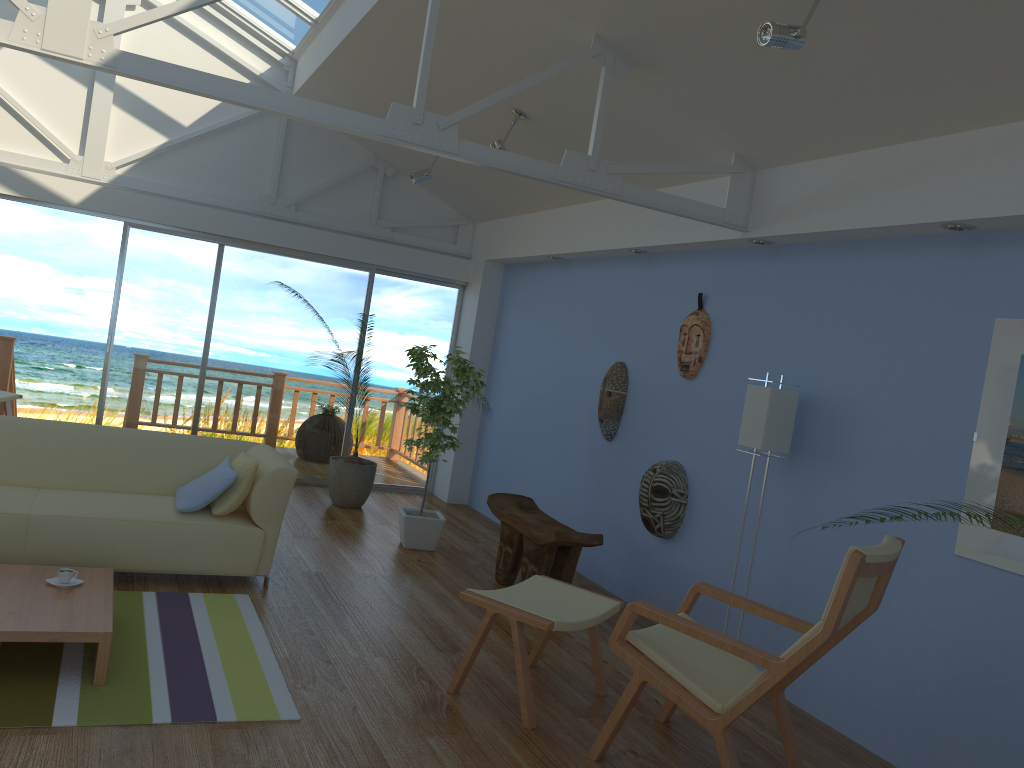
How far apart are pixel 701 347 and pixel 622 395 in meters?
0.9

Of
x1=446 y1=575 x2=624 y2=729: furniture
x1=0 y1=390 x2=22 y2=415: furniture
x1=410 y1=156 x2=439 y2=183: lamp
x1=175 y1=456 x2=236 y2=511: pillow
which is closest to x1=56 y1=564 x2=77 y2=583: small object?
x1=175 y1=456 x2=236 y2=511: pillow

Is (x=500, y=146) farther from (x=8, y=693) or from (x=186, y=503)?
(x=8, y=693)

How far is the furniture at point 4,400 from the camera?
7.36m

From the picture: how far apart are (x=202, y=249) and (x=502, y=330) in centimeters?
260cm

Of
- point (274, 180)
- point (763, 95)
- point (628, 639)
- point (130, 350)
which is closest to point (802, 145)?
point (763, 95)

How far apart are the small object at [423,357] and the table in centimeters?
234cm

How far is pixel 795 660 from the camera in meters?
2.8 m

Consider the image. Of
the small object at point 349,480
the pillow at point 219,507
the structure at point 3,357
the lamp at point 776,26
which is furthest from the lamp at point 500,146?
the structure at point 3,357

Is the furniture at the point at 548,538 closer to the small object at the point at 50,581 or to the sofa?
the sofa
